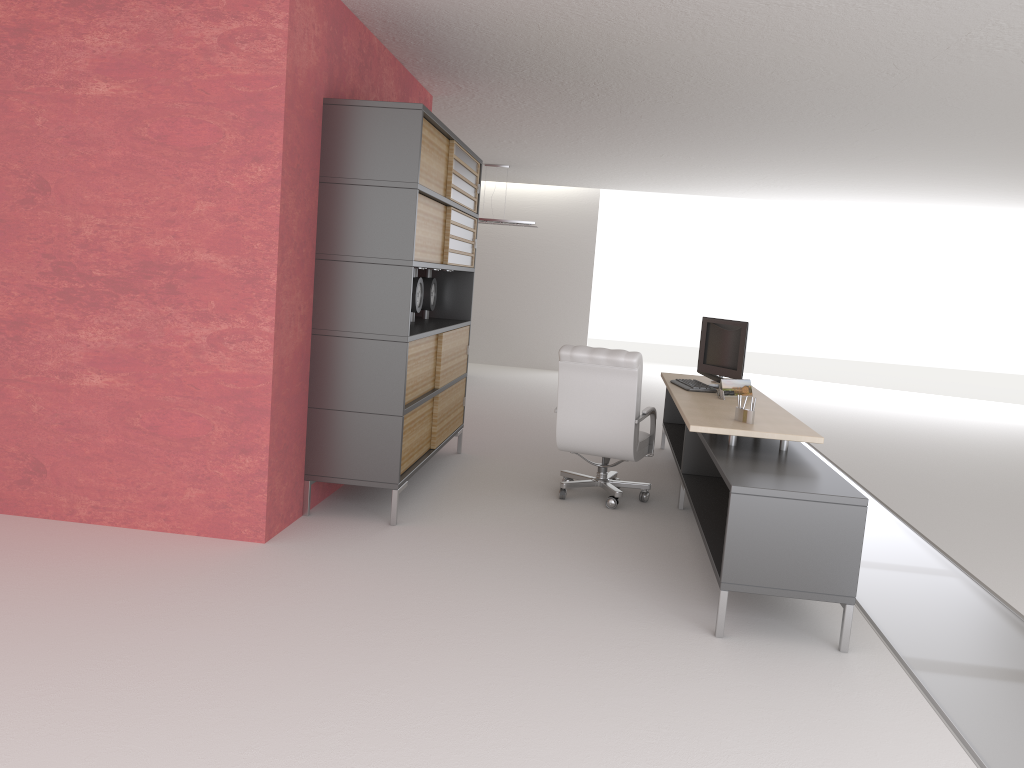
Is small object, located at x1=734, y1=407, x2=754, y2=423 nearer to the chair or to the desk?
the desk

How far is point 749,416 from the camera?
7.4 meters

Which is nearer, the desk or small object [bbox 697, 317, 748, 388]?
the desk

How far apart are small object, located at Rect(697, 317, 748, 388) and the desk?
0.3m

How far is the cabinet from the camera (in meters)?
7.56

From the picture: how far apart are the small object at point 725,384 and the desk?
0.14m

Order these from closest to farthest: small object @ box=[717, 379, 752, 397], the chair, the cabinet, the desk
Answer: the desk → the cabinet → the chair → small object @ box=[717, 379, 752, 397]

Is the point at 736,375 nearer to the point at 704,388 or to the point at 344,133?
the point at 704,388

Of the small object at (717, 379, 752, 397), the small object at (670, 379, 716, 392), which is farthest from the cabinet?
the small object at (717, 379, 752, 397)

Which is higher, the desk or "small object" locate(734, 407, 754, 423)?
"small object" locate(734, 407, 754, 423)
